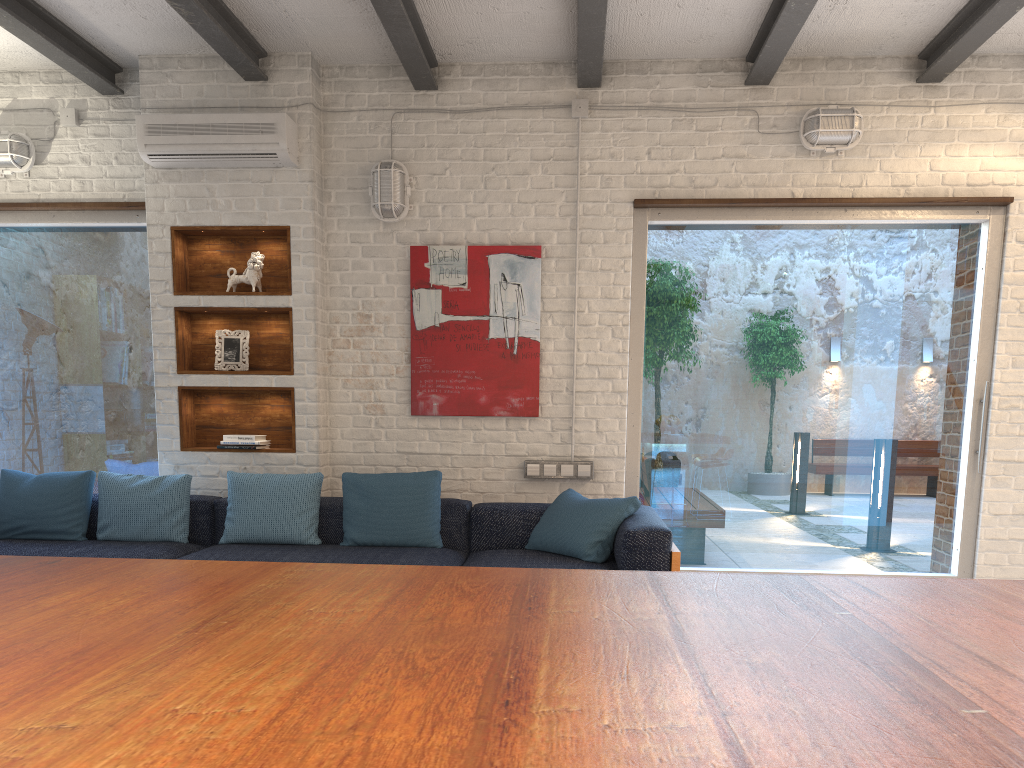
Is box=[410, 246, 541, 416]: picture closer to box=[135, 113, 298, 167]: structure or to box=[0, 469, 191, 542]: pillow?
box=[135, 113, 298, 167]: structure

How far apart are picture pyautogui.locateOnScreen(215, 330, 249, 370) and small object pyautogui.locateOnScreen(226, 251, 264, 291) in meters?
0.3

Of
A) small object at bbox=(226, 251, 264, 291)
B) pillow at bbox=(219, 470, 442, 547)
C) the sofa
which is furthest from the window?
pillow at bbox=(219, 470, 442, 547)

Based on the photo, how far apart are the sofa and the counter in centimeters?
268cm

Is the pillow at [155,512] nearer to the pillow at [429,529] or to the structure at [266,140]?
the pillow at [429,529]

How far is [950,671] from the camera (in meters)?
0.72

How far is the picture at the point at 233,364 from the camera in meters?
5.1

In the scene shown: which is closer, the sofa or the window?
the sofa

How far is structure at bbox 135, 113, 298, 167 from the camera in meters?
4.8

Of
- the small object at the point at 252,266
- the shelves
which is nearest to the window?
the shelves
